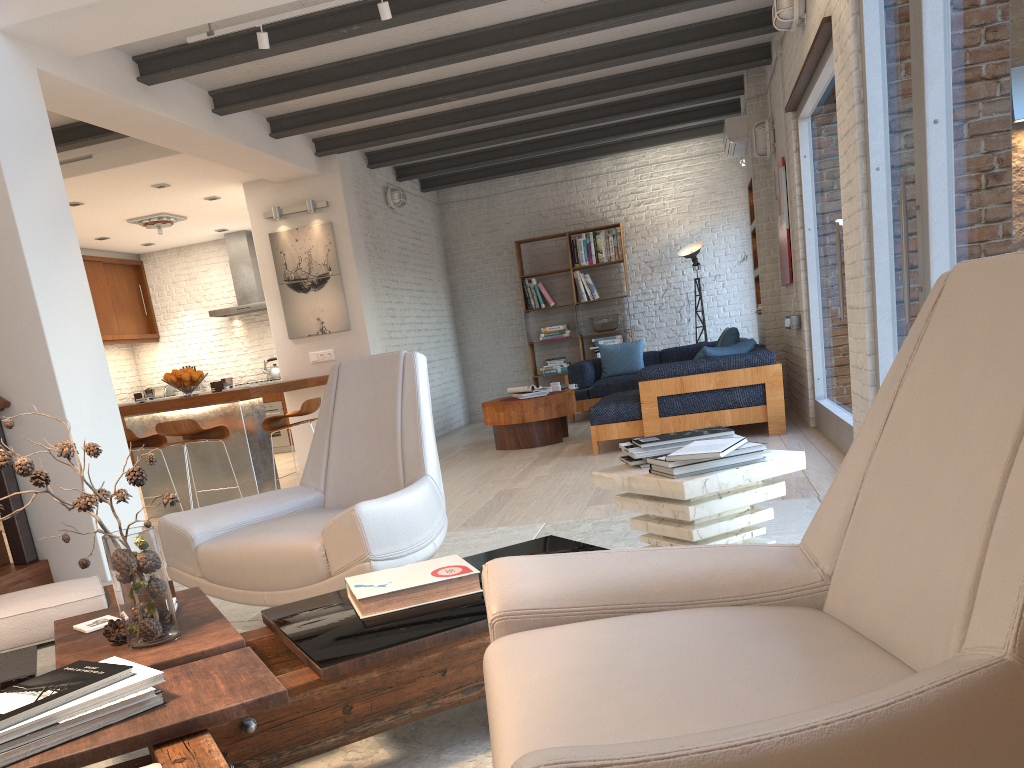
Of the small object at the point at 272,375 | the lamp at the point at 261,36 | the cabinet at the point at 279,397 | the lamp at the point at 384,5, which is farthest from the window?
the small object at the point at 272,375

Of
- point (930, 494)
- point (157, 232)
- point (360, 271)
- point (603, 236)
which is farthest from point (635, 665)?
point (603, 236)

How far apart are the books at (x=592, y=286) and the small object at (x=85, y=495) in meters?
9.4

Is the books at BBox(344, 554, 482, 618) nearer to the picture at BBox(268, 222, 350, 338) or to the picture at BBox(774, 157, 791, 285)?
the picture at BBox(774, 157, 791, 285)

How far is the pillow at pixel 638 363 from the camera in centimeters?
1038cm

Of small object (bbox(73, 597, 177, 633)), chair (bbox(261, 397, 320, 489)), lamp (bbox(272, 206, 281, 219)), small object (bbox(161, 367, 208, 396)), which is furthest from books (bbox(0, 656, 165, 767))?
lamp (bbox(272, 206, 281, 219))

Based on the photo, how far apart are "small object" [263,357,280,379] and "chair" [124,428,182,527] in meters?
4.6

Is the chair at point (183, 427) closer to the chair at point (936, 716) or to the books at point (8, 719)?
the books at point (8, 719)

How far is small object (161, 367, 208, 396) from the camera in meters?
6.9

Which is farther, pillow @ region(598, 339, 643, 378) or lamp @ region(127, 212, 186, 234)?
pillow @ region(598, 339, 643, 378)
